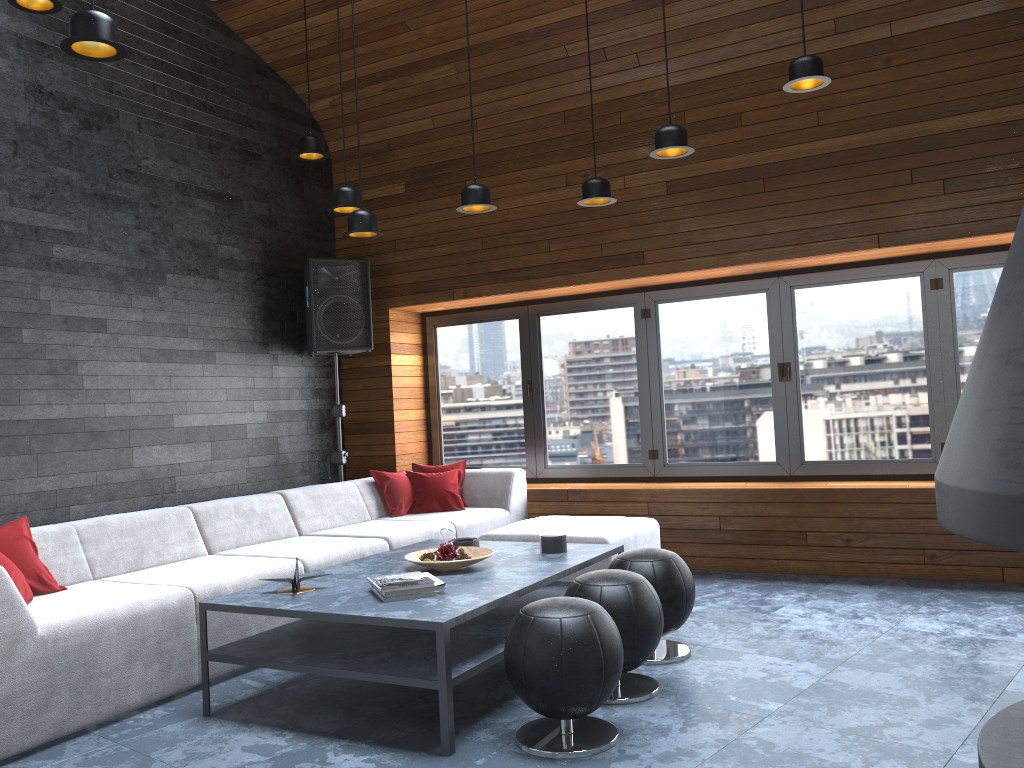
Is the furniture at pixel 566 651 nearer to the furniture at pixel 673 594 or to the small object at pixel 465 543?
the furniture at pixel 673 594

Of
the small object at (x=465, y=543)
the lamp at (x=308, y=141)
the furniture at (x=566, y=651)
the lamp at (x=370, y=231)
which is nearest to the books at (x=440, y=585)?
the furniture at (x=566, y=651)

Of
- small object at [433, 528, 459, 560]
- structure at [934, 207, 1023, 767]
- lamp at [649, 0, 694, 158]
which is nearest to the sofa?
small object at [433, 528, 459, 560]

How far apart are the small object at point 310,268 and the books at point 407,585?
3.3m

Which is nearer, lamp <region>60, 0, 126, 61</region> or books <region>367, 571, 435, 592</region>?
lamp <region>60, 0, 126, 61</region>

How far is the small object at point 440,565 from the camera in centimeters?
373cm

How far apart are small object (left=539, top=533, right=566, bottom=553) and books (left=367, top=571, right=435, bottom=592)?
0.8 meters

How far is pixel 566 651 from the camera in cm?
280

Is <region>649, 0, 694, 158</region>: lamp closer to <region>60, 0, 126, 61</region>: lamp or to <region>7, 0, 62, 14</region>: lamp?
<region>60, 0, 126, 61</region>: lamp

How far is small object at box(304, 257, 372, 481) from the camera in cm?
644
